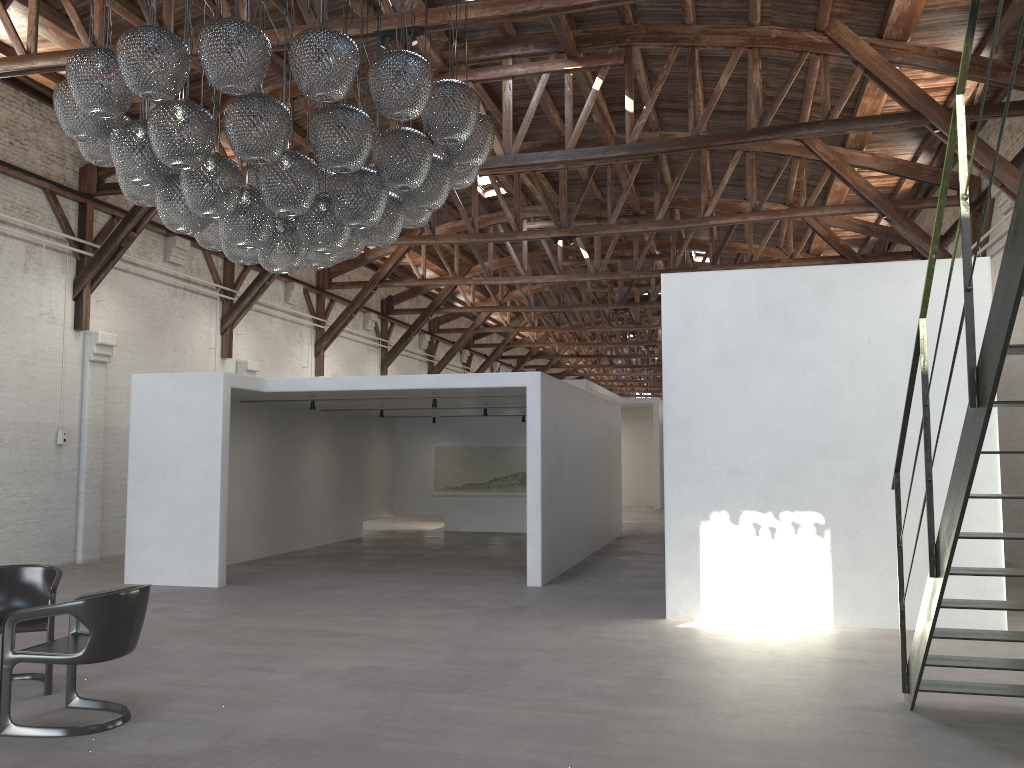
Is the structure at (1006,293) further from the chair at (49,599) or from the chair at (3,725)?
the chair at (49,599)

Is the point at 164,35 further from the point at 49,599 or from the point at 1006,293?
the point at 1006,293

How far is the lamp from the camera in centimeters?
446cm

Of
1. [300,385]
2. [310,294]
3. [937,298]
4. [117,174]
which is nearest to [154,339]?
[300,385]

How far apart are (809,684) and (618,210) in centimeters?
1001cm

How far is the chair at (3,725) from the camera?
4.76m

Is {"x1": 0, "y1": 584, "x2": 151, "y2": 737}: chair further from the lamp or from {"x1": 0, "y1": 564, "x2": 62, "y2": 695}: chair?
the lamp

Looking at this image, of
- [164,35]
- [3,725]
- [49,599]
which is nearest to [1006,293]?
[164,35]

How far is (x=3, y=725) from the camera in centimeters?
476cm

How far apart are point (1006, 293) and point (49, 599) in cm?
558
